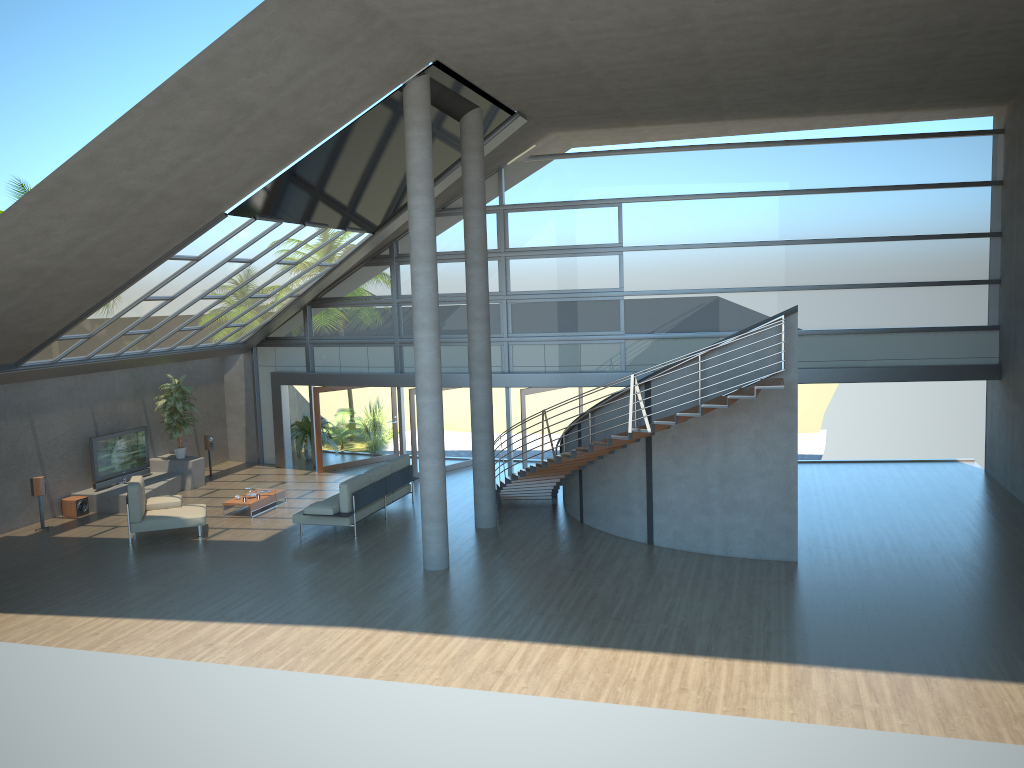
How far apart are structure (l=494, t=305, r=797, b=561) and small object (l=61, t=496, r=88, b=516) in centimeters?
797cm

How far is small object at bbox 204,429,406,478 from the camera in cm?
1994

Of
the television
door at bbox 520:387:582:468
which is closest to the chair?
the television

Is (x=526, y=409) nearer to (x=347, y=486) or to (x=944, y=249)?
(x=347, y=486)

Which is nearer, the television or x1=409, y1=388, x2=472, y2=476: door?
the television

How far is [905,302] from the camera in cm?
1735

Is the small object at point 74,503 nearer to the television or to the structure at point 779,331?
the television

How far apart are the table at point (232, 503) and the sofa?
1.6m

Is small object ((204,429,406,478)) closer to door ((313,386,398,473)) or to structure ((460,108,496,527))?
door ((313,386,398,473))

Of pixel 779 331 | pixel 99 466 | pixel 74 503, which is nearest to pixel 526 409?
pixel 779 331
